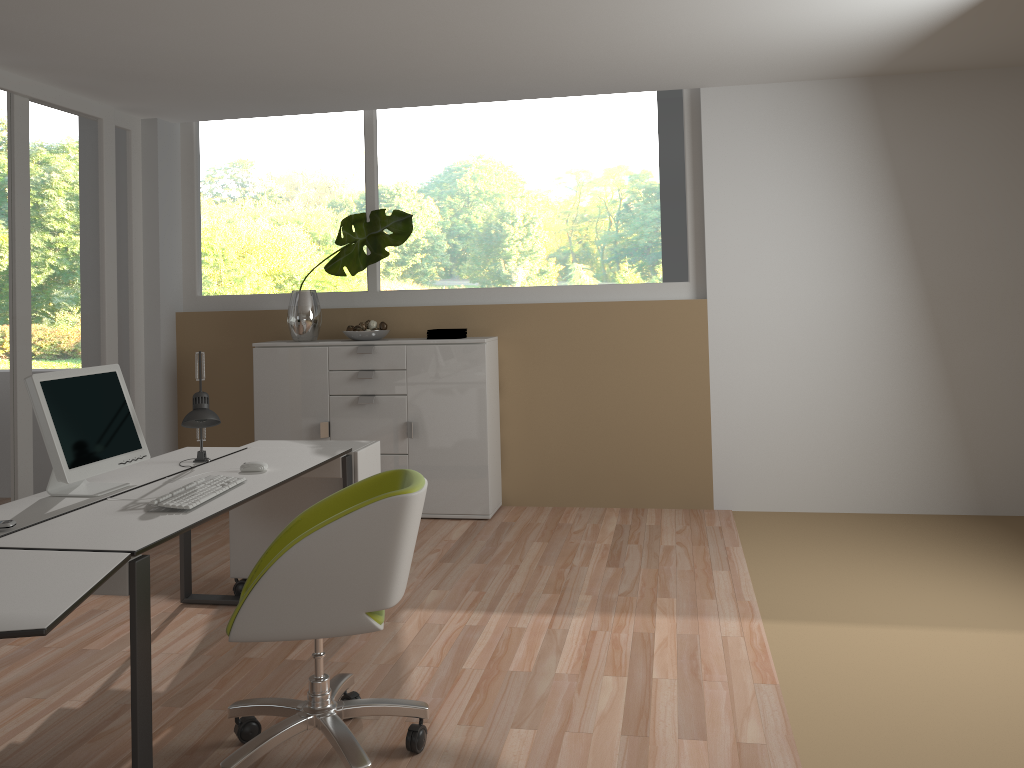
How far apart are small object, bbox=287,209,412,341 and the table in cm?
331

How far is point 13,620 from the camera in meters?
1.9 m

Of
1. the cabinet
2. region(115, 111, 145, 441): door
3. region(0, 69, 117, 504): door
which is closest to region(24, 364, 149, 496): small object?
region(0, 69, 117, 504): door

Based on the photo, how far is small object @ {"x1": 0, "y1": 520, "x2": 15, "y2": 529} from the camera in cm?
261

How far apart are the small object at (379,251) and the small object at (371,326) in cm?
34

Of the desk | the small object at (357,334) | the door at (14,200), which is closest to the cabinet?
the small object at (357,334)

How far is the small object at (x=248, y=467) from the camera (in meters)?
3.44

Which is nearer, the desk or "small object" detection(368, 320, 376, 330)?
the desk

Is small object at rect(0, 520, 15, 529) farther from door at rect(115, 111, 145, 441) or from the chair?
door at rect(115, 111, 145, 441)

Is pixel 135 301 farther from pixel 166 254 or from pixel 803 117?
pixel 803 117
